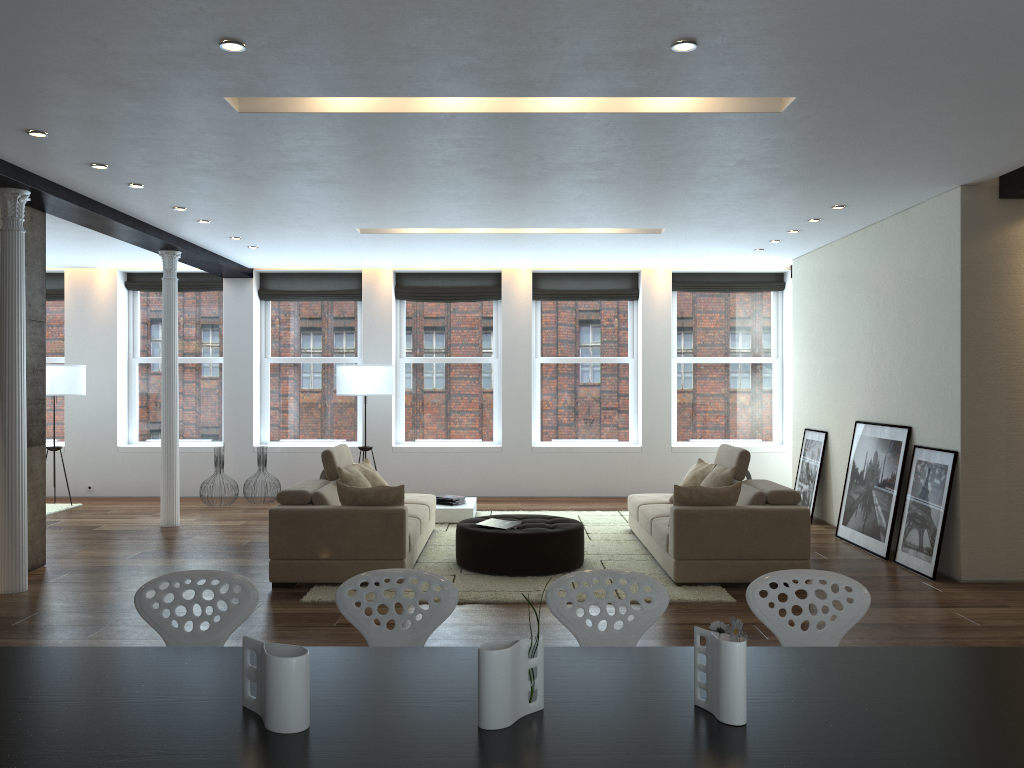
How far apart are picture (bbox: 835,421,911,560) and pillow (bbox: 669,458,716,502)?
1.5m

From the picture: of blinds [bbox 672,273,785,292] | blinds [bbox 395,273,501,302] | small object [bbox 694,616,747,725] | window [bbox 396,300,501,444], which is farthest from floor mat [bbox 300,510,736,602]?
small object [bbox 694,616,747,725]

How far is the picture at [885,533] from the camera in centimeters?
761cm

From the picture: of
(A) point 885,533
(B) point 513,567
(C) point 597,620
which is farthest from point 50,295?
(C) point 597,620

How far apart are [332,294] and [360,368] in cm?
186

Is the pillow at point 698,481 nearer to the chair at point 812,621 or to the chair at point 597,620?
the chair at point 812,621

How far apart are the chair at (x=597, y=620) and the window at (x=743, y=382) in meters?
9.0

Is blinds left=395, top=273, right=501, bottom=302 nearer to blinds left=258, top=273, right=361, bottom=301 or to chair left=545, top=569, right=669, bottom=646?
blinds left=258, top=273, right=361, bottom=301

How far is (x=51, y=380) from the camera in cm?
1047

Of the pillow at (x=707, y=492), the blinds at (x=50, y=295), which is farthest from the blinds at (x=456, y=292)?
the pillow at (x=707, y=492)
